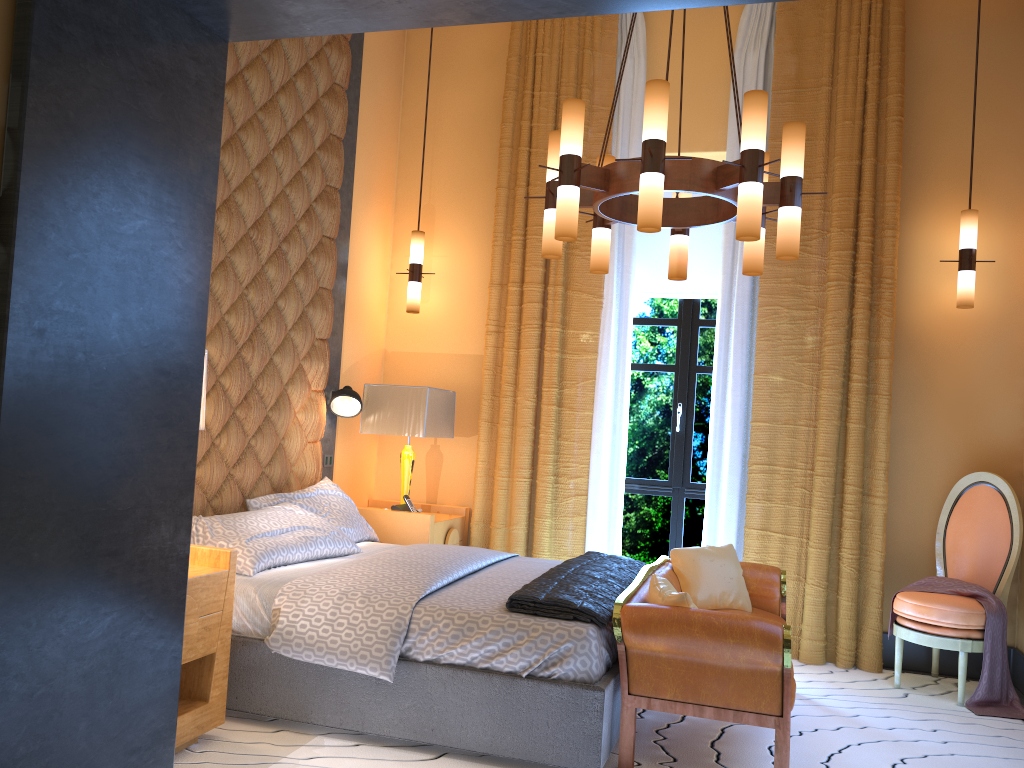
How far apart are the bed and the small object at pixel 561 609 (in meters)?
0.02

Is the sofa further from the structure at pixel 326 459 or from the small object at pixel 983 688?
the structure at pixel 326 459

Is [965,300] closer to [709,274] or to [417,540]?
[709,274]

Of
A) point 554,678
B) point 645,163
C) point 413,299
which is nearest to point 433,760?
point 554,678

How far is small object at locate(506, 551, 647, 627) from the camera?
3.2 meters

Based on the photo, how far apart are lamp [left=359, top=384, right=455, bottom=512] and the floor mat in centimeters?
203cm

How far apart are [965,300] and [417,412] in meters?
3.1

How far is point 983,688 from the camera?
4.26m

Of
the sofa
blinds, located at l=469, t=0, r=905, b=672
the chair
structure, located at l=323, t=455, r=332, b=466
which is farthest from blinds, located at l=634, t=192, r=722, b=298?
structure, located at l=323, t=455, r=332, b=466

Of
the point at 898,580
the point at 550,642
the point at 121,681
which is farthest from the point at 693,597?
the point at 121,681
